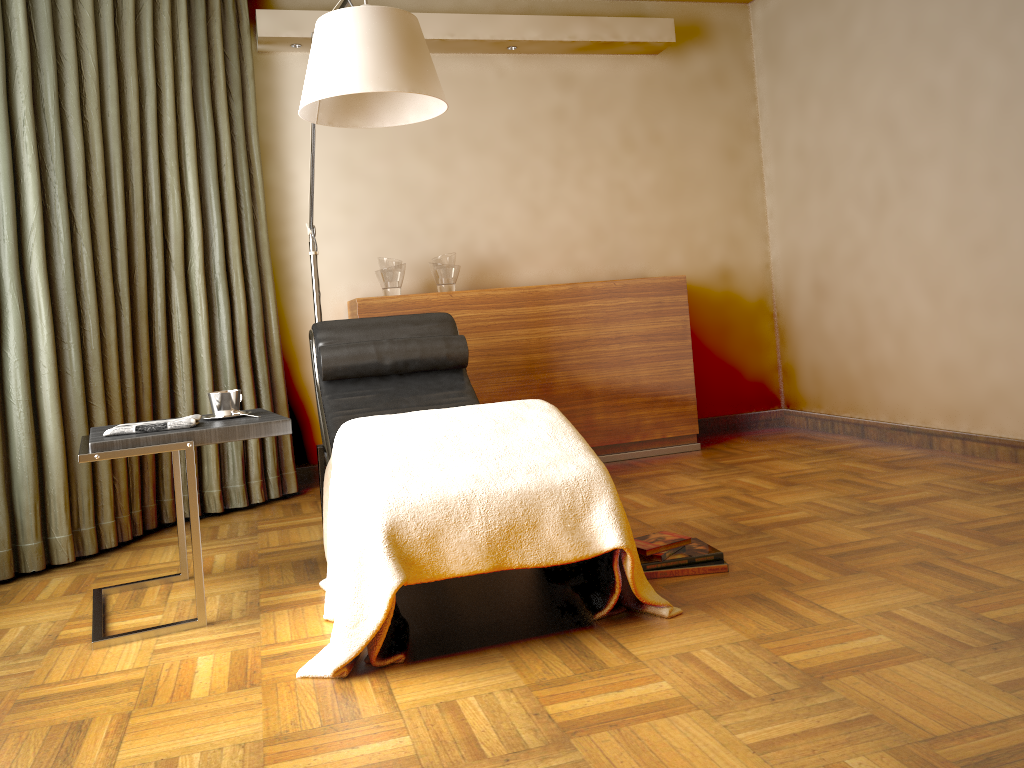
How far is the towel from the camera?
2.41m

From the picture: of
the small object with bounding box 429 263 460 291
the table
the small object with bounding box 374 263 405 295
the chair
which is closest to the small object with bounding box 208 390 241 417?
the table

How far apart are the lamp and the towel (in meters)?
0.93

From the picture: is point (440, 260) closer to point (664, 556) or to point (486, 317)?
point (486, 317)

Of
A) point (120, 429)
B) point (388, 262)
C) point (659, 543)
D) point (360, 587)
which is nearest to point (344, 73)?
point (120, 429)

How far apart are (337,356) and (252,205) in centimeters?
122cm

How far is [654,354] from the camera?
4.45m

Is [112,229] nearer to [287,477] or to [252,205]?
[252,205]

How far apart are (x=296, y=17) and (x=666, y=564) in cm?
308

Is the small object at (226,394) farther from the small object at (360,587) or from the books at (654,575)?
the books at (654,575)
